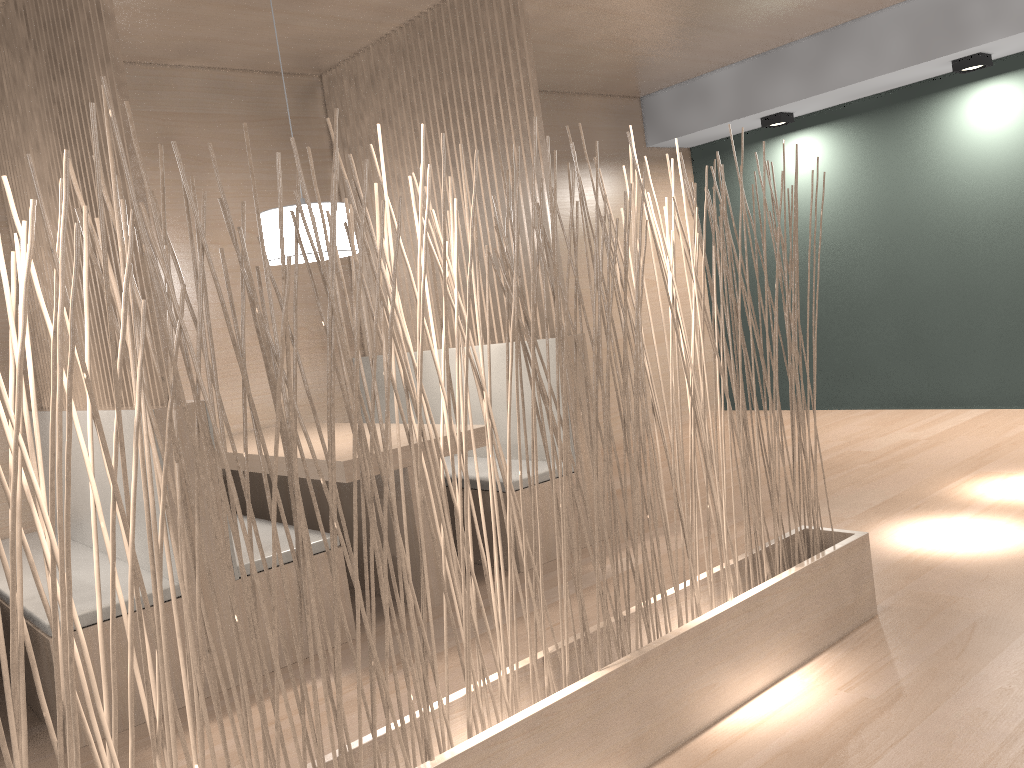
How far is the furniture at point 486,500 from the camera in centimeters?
235cm

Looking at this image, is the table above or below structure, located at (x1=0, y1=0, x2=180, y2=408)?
below

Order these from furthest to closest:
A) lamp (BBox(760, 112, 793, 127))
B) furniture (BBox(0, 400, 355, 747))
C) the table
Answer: lamp (BBox(760, 112, 793, 127)) < the table < furniture (BBox(0, 400, 355, 747))

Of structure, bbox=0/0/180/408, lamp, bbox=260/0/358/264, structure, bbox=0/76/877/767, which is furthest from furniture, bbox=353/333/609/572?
structure, bbox=0/0/180/408

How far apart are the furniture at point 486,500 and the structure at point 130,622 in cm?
75

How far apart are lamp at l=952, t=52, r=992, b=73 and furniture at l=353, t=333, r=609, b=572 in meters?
2.0

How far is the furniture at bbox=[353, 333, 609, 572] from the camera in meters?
2.3

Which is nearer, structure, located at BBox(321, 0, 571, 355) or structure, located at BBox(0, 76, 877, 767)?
structure, located at BBox(0, 76, 877, 767)

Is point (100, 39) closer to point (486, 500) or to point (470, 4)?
point (470, 4)

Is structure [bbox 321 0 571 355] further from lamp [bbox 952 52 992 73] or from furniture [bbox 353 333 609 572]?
lamp [bbox 952 52 992 73]
